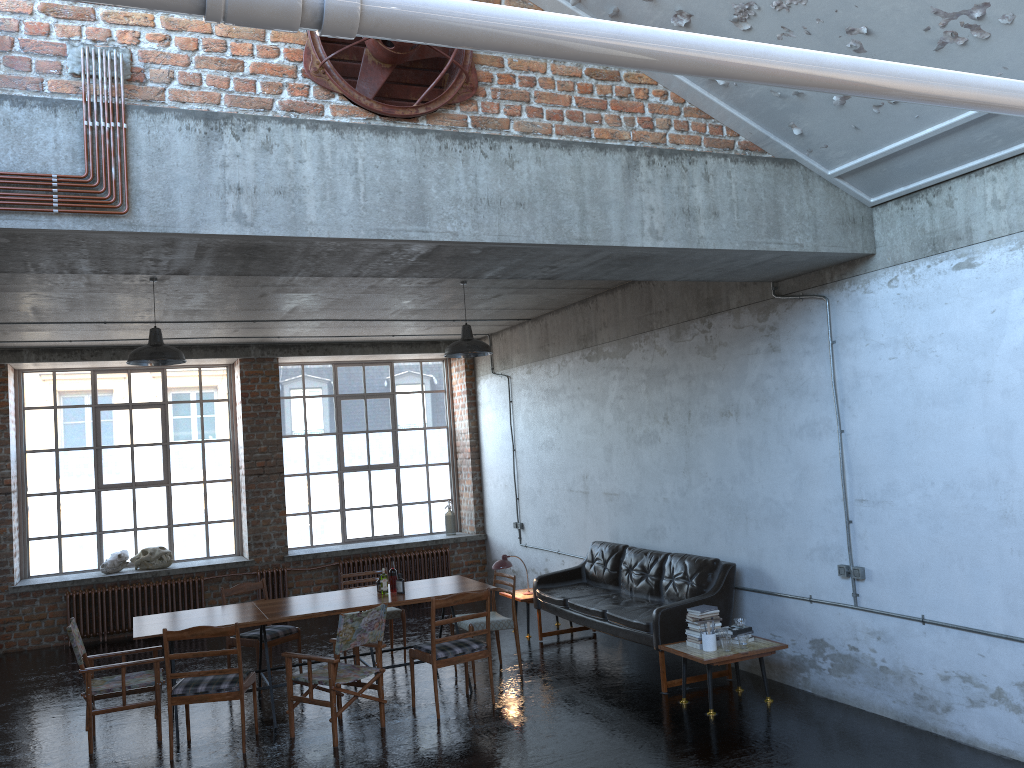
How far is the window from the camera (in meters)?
12.39

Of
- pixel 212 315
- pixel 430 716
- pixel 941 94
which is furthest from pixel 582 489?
pixel 941 94

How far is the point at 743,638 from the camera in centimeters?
707cm

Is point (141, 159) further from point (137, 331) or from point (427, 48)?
point (137, 331)

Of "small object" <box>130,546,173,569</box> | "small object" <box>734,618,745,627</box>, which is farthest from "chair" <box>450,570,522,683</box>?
"small object" <box>130,546,173,569</box>

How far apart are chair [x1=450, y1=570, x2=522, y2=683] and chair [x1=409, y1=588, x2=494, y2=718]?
0.5m

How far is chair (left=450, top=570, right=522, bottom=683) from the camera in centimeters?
835cm

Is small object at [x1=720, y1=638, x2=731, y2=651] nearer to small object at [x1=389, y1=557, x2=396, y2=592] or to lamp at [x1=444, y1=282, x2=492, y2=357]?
small object at [x1=389, y1=557, x2=396, y2=592]

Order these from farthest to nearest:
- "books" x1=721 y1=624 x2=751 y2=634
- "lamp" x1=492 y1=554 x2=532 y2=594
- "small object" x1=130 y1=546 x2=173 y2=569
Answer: "small object" x1=130 y1=546 x2=173 y2=569 → "lamp" x1=492 y1=554 x2=532 y2=594 → "books" x1=721 y1=624 x2=751 y2=634

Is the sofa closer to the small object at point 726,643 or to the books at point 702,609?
the books at point 702,609
